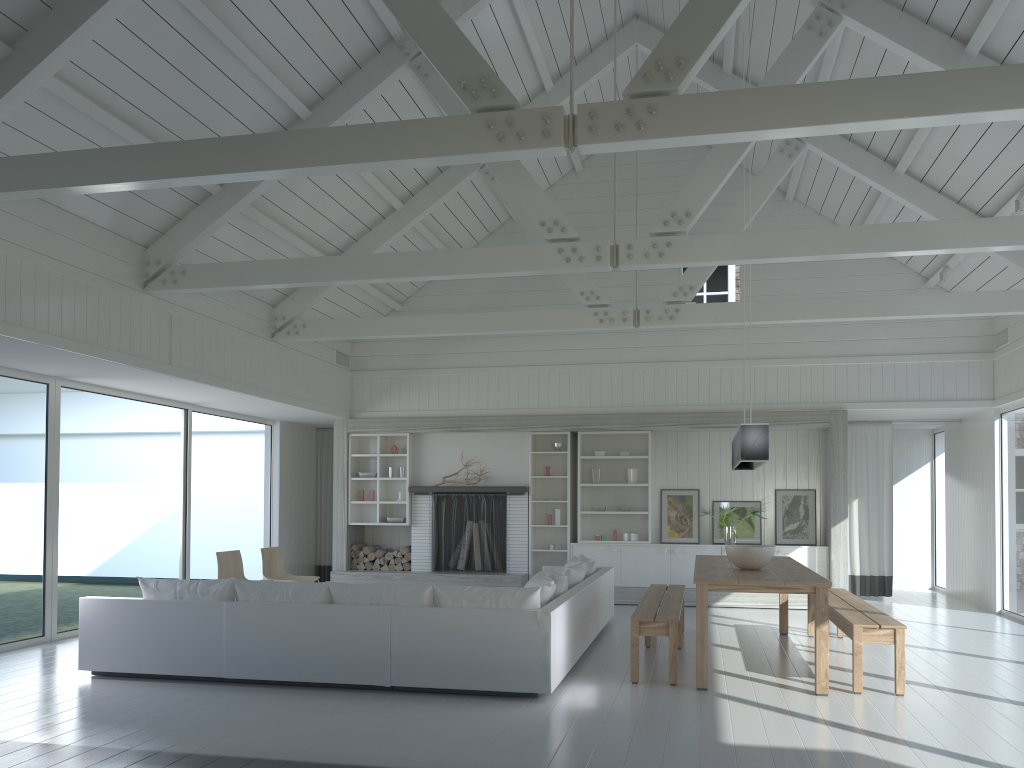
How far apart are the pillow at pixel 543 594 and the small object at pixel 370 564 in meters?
5.1 m

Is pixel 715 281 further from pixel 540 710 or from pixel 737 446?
pixel 540 710

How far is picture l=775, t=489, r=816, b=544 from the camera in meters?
10.9 m

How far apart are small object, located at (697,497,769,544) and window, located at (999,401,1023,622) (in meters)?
3.03

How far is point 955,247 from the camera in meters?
6.3 m

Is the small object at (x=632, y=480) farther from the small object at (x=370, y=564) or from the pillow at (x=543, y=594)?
the pillow at (x=543, y=594)

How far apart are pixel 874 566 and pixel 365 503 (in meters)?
6.82

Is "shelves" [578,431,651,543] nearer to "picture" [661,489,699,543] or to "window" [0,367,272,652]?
"picture" [661,489,699,543]

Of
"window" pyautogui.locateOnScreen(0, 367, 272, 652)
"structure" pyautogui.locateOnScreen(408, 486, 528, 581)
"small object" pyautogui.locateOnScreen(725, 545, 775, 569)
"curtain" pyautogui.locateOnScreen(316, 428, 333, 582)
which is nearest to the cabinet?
"structure" pyautogui.locateOnScreen(408, 486, 528, 581)

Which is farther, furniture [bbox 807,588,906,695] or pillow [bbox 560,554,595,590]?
pillow [bbox 560,554,595,590]
